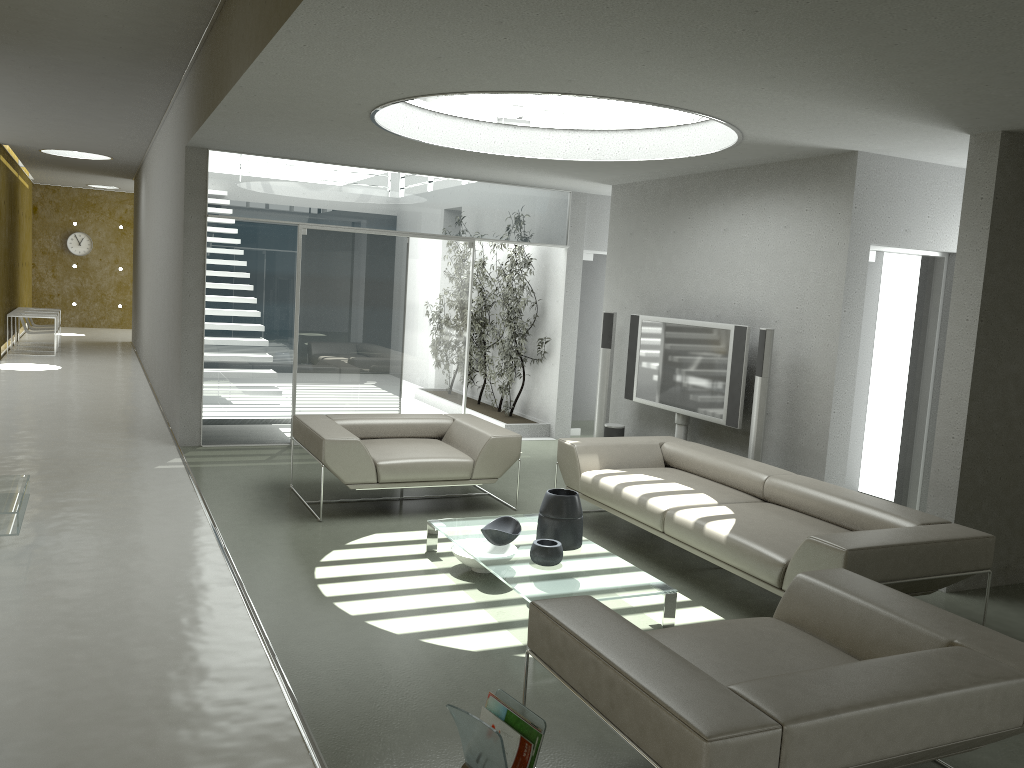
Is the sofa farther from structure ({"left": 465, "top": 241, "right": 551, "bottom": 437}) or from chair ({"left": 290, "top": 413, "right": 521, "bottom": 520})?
structure ({"left": 465, "top": 241, "right": 551, "bottom": 437})

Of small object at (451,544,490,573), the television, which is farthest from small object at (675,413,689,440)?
→ small object at (451,544,490,573)

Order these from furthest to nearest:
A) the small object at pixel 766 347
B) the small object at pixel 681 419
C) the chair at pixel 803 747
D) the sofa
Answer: the small object at pixel 681 419 < the small object at pixel 766 347 < the sofa < the chair at pixel 803 747

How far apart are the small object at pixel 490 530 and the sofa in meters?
0.8 m

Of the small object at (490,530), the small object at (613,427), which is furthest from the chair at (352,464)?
the small object at (613,427)

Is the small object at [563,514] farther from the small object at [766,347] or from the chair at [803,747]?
the small object at [766,347]

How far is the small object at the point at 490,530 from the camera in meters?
4.9 m

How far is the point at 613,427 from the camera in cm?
796

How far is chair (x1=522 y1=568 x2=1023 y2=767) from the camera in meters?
2.3 m

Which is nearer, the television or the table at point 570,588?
the table at point 570,588
